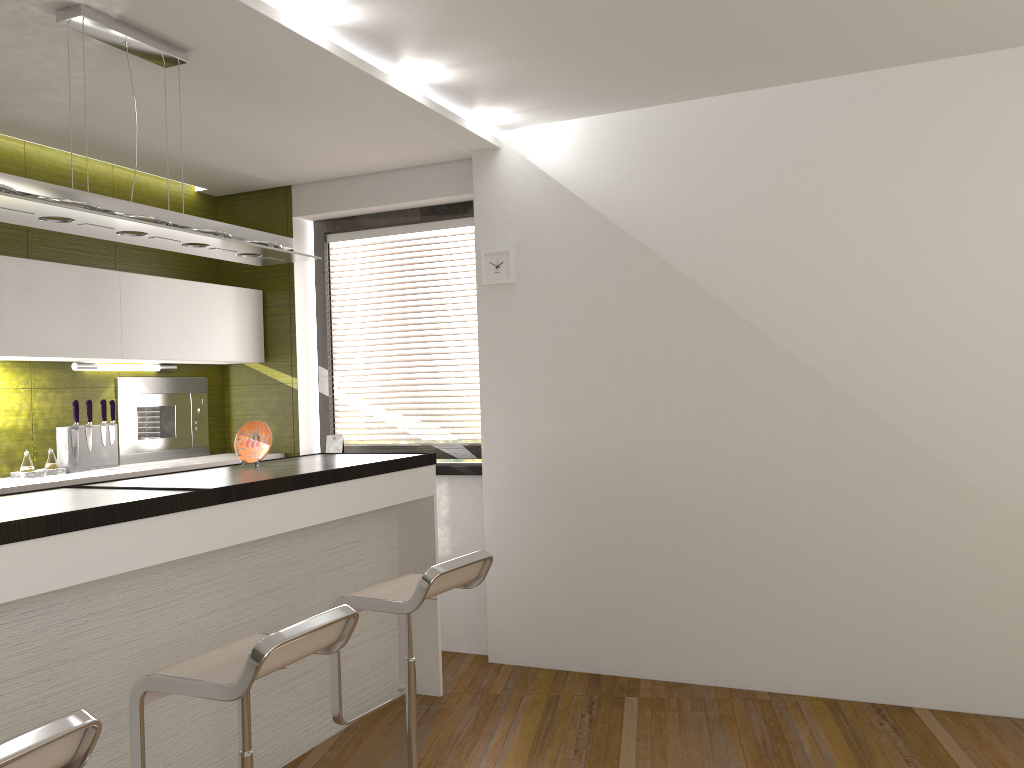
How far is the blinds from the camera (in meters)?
5.03

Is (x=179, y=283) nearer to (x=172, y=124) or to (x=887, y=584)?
(x=172, y=124)

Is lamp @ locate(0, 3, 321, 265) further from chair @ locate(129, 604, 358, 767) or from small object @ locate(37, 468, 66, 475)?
small object @ locate(37, 468, 66, 475)

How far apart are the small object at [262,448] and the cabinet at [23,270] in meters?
1.0 m

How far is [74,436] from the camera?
4.30m

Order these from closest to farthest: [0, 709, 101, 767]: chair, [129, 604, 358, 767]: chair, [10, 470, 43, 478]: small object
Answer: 1. [0, 709, 101, 767]: chair
2. [129, 604, 358, 767]: chair
3. [10, 470, 43, 478]: small object

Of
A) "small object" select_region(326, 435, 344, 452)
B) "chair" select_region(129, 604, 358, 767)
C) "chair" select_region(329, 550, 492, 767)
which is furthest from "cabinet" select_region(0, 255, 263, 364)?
"chair" select_region(129, 604, 358, 767)

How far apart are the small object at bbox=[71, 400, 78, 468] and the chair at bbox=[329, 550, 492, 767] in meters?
2.0 m

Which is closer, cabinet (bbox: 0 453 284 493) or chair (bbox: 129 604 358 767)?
chair (bbox: 129 604 358 767)

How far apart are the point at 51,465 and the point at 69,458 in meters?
0.1 m
